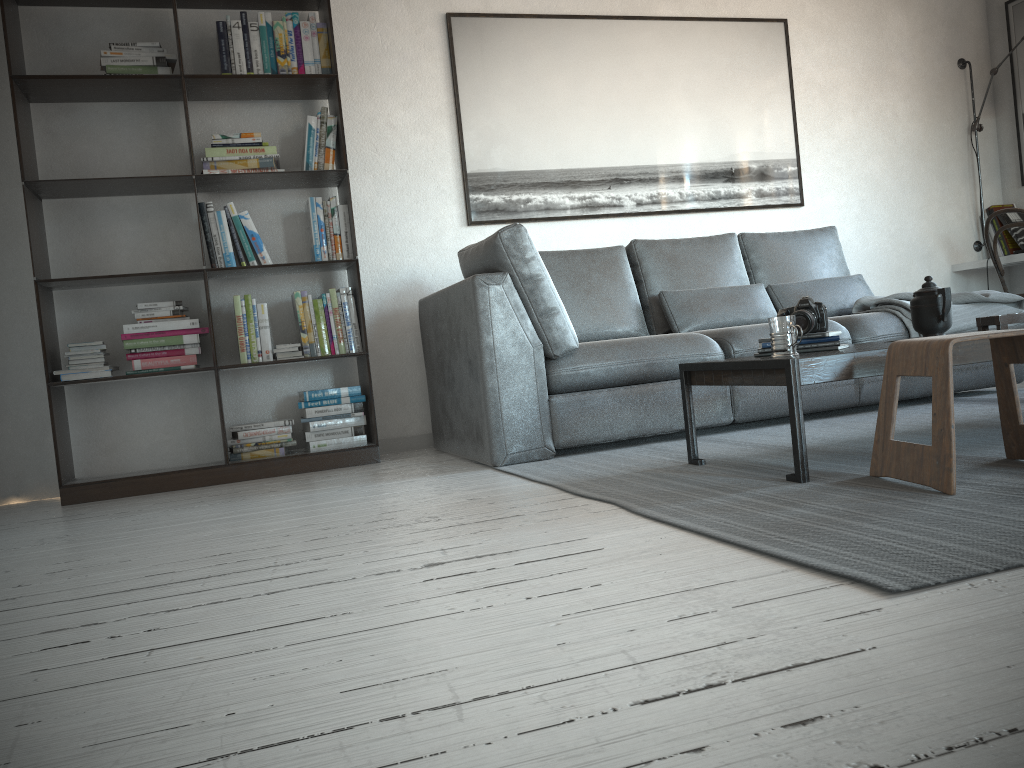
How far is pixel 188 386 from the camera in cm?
400

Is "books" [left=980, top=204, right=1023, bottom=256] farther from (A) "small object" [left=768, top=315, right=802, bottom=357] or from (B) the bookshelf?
(B) the bookshelf

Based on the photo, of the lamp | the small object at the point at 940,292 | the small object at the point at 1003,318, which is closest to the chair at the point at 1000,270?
the lamp

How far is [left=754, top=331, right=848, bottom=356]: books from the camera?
2.6m

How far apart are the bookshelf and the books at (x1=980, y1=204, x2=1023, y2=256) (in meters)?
3.82

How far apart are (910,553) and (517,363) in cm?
192

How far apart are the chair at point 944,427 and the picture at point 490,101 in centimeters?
252cm

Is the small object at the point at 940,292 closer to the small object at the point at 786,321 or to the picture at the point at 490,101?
the small object at the point at 786,321

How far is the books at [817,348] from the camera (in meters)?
2.63

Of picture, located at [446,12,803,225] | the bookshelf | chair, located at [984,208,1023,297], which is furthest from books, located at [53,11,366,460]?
chair, located at [984,208,1023,297]
